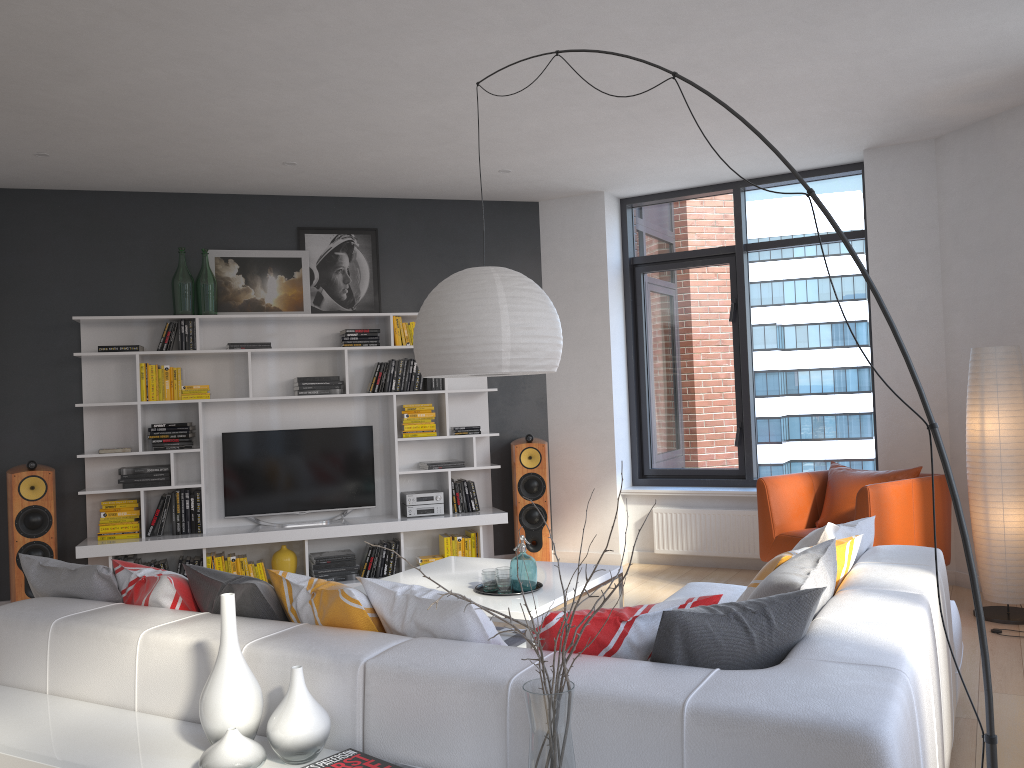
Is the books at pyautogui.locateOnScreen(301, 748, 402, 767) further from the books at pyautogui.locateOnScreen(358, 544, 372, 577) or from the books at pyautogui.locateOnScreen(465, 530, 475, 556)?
the books at pyautogui.locateOnScreen(465, 530, 475, 556)

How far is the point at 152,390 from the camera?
6.25m

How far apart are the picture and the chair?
3.2m

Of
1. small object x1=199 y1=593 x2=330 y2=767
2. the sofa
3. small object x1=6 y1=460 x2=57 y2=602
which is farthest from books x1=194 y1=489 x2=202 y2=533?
small object x1=199 y1=593 x2=330 y2=767

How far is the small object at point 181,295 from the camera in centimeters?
633cm

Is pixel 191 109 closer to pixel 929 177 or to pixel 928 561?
pixel 928 561

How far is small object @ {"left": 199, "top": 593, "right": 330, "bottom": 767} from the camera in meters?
2.1

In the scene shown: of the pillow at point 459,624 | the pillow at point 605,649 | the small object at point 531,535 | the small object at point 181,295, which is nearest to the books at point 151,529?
the small object at point 181,295

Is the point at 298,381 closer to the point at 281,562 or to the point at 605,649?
the point at 281,562

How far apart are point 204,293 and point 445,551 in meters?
2.6
